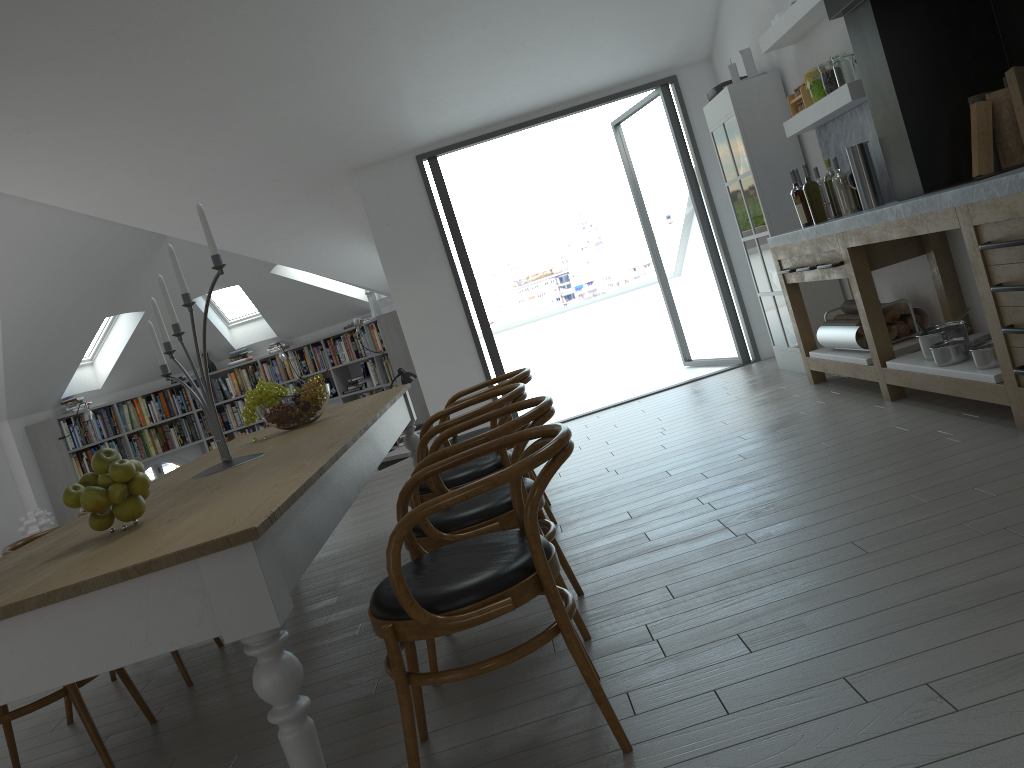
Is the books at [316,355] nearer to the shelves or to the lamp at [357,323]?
the lamp at [357,323]

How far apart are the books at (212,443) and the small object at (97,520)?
9.4m

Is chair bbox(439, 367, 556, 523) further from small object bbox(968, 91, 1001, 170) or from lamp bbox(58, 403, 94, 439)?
lamp bbox(58, 403, 94, 439)

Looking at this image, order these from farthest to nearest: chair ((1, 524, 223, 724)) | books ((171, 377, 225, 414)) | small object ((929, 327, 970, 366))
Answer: books ((171, 377, 225, 414))
small object ((929, 327, 970, 366))
chair ((1, 524, 223, 724))

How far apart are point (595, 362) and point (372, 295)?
2.9 meters

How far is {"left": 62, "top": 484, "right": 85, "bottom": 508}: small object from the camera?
2.2 meters

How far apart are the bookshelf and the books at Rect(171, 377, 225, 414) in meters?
0.1 m

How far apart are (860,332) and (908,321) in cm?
28

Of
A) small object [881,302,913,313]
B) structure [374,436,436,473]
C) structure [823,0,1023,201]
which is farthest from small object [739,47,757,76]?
structure [374,436,436,473]

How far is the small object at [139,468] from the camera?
2.3 meters
